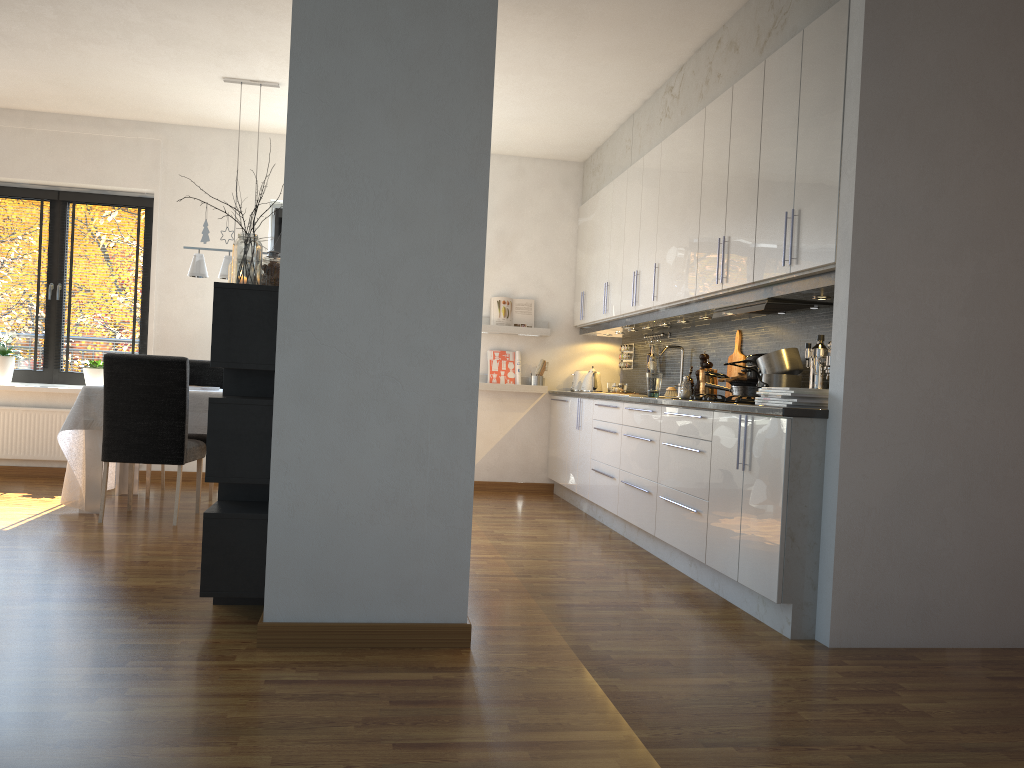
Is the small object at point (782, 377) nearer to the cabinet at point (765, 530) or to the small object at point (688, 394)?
the cabinet at point (765, 530)

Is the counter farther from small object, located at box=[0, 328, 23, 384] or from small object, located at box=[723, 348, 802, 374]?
small object, located at box=[0, 328, 23, 384]

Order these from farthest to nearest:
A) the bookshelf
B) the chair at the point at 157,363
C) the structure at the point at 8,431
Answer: the structure at the point at 8,431, the chair at the point at 157,363, the bookshelf

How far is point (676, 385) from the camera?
5.8 meters

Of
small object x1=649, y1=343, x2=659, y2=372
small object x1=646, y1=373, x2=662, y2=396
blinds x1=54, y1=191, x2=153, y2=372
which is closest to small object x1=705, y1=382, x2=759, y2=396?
small object x1=646, y1=373, x2=662, y2=396

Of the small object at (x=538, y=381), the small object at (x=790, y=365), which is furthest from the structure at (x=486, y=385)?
the small object at (x=790, y=365)

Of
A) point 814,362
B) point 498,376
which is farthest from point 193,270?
point 814,362

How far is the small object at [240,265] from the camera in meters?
3.2

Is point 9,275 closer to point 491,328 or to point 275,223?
point 275,223

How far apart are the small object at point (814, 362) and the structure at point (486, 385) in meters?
3.6 m
